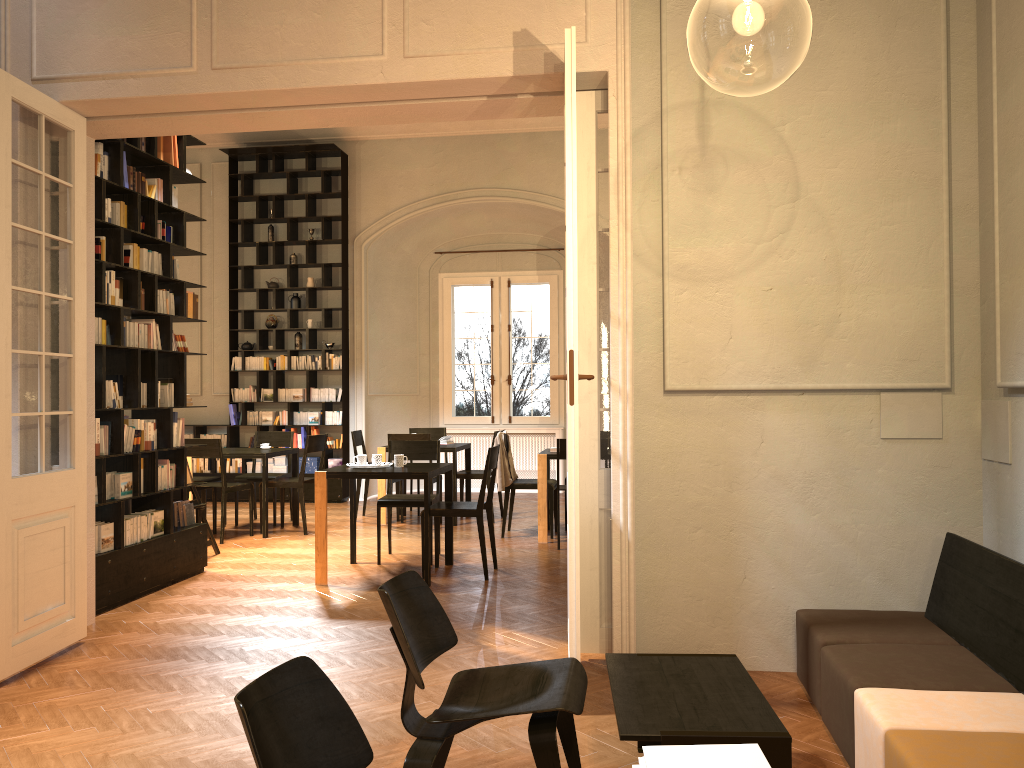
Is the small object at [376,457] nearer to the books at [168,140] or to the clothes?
the clothes

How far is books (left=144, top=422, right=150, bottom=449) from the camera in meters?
6.9 m

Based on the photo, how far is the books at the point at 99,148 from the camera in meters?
6.3

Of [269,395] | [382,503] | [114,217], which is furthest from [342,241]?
[114,217]

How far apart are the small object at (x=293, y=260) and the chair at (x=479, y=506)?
6.4 meters

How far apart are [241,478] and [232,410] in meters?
2.6

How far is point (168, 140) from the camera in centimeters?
713cm

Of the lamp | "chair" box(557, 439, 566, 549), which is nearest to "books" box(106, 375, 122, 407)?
"chair" box(557, 439, 566, 549)

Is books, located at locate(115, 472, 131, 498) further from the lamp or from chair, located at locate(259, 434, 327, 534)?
the lamp

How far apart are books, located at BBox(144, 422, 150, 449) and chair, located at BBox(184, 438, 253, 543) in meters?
2.1 m
